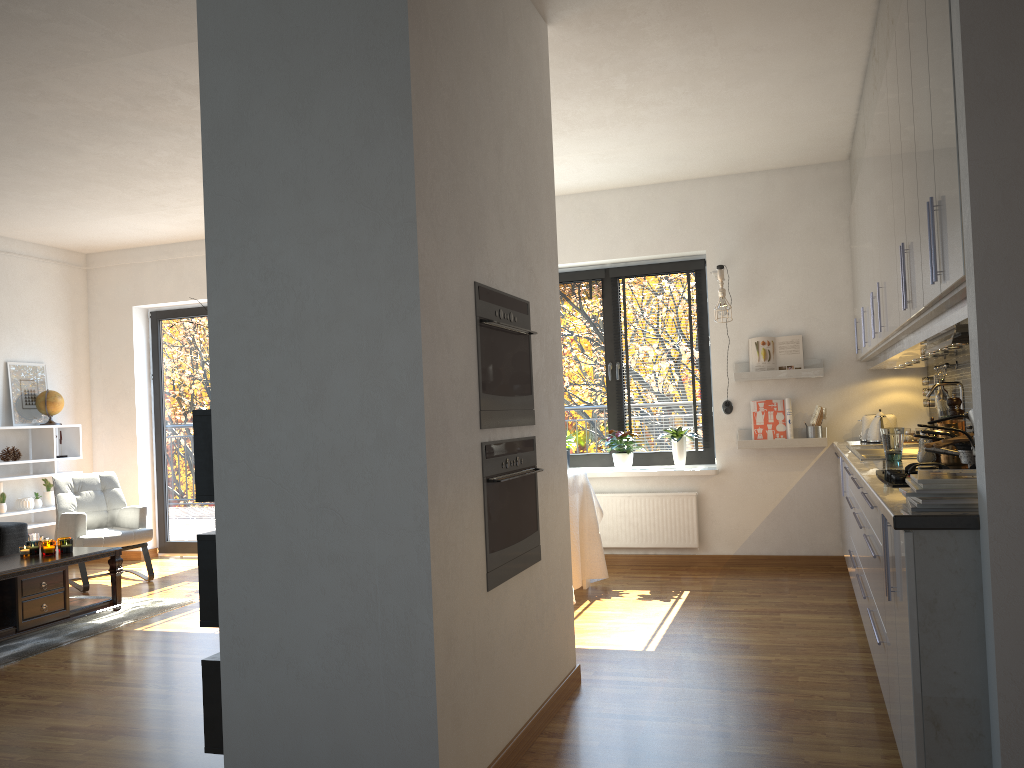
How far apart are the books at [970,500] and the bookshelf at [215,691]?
2.1 meters

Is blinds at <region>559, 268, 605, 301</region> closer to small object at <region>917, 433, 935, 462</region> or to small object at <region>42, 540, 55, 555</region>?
small object at <region>917, 433, 935, 462</region>

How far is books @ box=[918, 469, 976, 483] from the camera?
2.1m

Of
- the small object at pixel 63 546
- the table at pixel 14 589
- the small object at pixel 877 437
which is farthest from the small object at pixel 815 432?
the small object at pixel 63 546

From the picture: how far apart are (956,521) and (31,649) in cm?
454

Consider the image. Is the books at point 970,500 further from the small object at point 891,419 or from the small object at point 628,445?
the small object at point 628,445

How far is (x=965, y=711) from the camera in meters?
2.0

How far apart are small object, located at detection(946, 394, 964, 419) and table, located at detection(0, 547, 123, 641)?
4.8 meters

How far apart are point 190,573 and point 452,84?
5.50m

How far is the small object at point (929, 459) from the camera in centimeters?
365cm
